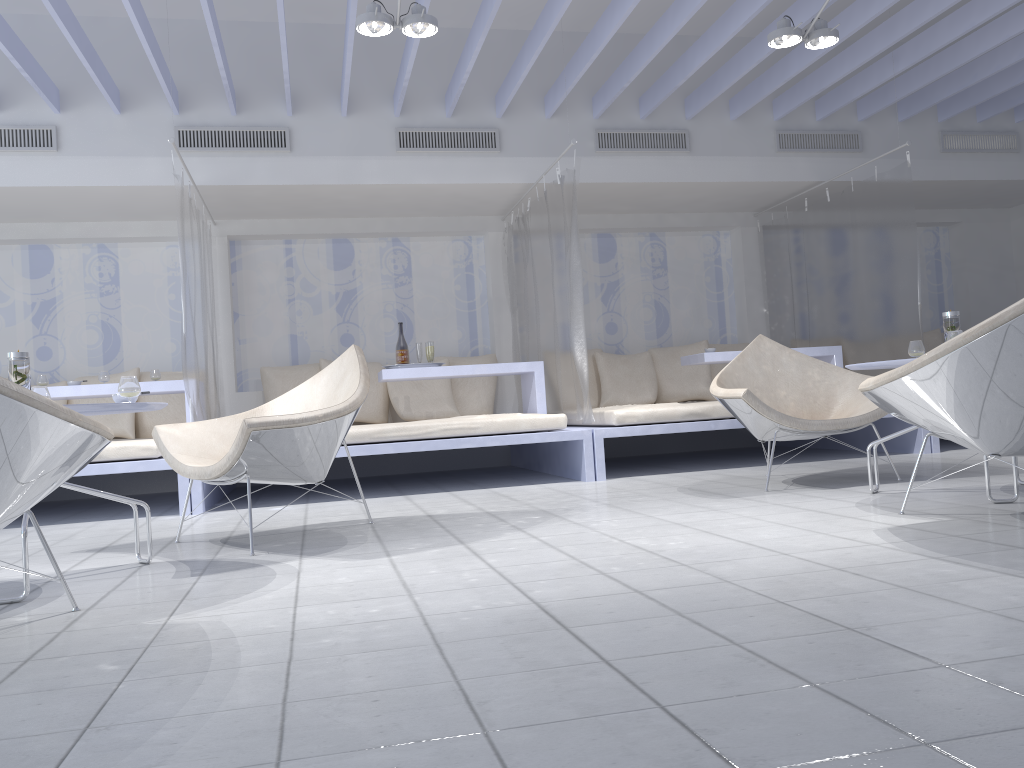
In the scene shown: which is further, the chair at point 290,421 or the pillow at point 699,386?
the pillow at point 699,386

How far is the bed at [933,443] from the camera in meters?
5.6

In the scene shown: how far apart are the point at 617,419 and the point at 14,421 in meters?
3.7

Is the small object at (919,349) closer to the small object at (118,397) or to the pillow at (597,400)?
the small object at (118,397)

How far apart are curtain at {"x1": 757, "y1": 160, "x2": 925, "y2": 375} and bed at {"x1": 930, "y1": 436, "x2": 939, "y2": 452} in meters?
0.6

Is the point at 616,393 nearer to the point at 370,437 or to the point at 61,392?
the point at 370,437

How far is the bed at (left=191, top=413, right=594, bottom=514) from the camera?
4.9m

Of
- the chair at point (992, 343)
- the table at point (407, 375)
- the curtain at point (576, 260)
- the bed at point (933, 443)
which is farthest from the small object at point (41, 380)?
the bed at point (933, 443)

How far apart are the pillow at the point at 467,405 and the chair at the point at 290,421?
3.06m

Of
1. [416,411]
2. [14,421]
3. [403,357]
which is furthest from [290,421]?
[416,411]
